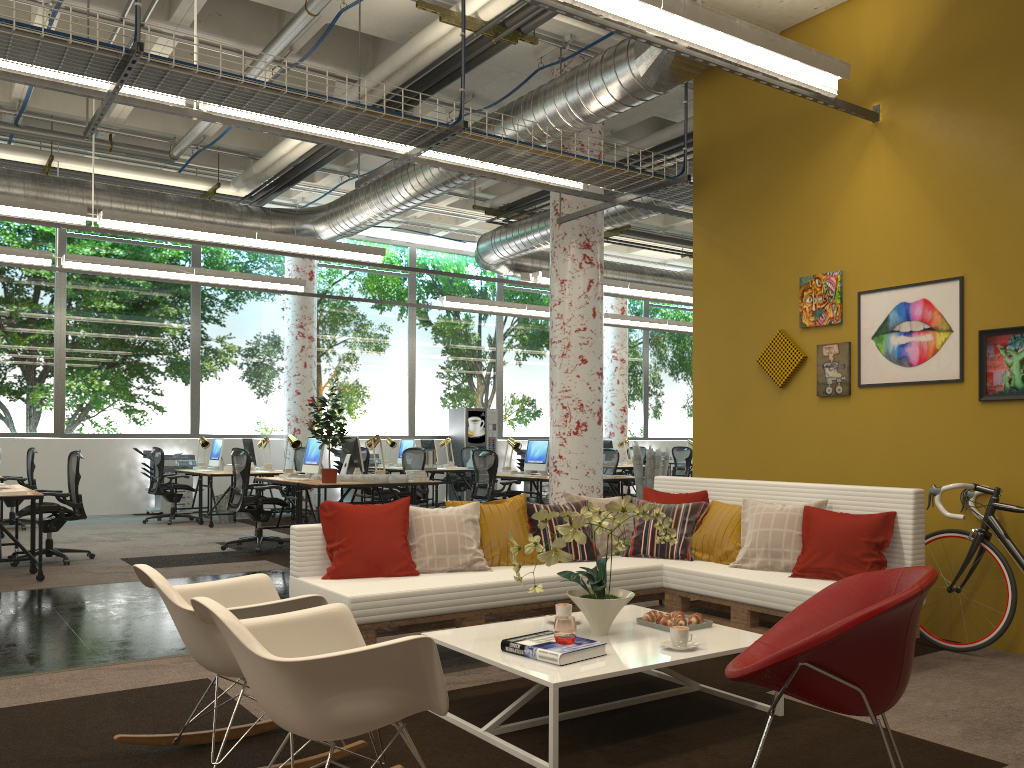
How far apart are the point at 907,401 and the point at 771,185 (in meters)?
1.94

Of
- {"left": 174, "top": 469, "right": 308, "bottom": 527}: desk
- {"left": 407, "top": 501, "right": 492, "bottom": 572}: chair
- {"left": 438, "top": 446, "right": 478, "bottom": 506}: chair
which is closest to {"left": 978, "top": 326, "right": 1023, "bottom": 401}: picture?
{"left": 407, "top": 501, "right": 492, "bottom": 572}: chair

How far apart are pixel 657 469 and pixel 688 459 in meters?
7.7

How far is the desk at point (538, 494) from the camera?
11.0 meters

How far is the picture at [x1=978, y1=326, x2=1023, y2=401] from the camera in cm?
504

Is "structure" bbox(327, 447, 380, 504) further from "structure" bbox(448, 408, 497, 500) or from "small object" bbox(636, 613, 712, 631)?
"small object" bbox(636, 613, 712, 631)

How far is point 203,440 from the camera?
13.3m

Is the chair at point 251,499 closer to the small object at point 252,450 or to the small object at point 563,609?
the small object at point 252,450

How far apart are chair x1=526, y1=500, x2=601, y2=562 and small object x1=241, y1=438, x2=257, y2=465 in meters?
8.8

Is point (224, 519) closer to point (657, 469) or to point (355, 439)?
point (355, 439)
